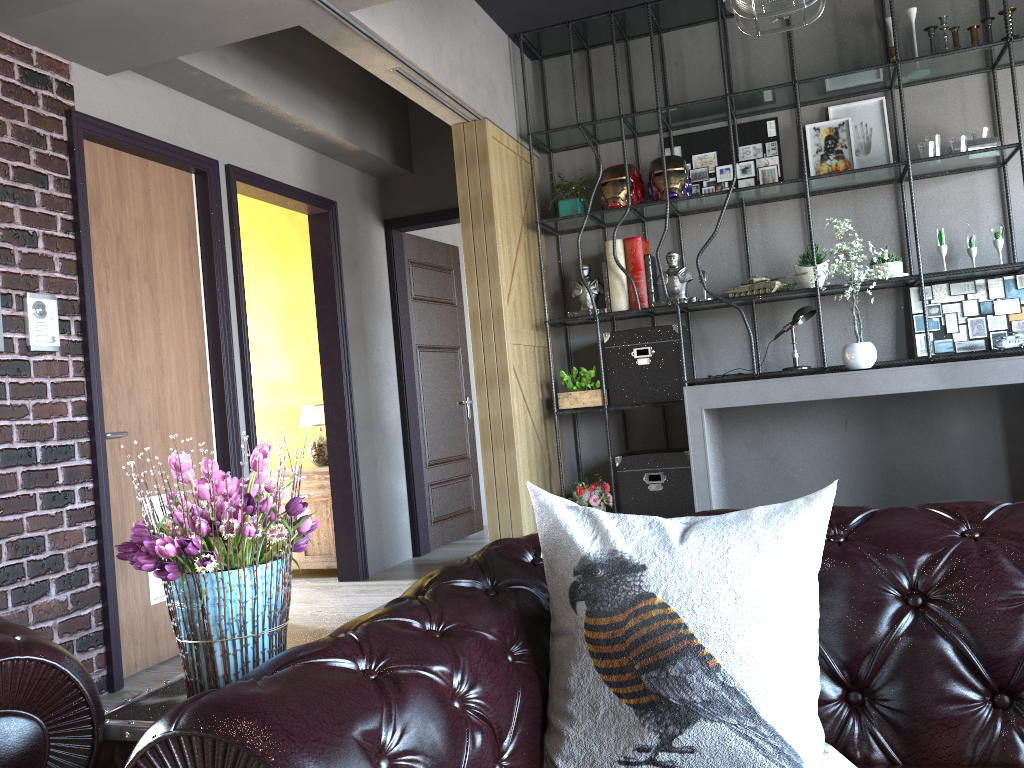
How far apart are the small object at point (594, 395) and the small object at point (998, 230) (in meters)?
2.41

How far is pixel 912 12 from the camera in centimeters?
525cm

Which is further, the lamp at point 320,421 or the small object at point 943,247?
the lamp at point 320,421

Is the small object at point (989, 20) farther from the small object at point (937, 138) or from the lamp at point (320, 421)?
the lamp at point (320, 421)

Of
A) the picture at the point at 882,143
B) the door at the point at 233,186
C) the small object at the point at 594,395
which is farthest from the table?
the picture at the point at 882,143

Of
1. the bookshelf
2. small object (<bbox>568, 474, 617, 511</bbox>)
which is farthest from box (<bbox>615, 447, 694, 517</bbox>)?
the bookshelf

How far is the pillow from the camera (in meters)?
1.29

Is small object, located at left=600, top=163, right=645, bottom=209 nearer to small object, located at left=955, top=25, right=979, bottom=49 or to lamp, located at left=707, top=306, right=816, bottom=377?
lamp, located at left=707, top=306, right=816, bottom=377

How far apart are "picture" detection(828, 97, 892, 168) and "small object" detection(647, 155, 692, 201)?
0.98m

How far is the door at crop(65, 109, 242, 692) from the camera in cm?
389
